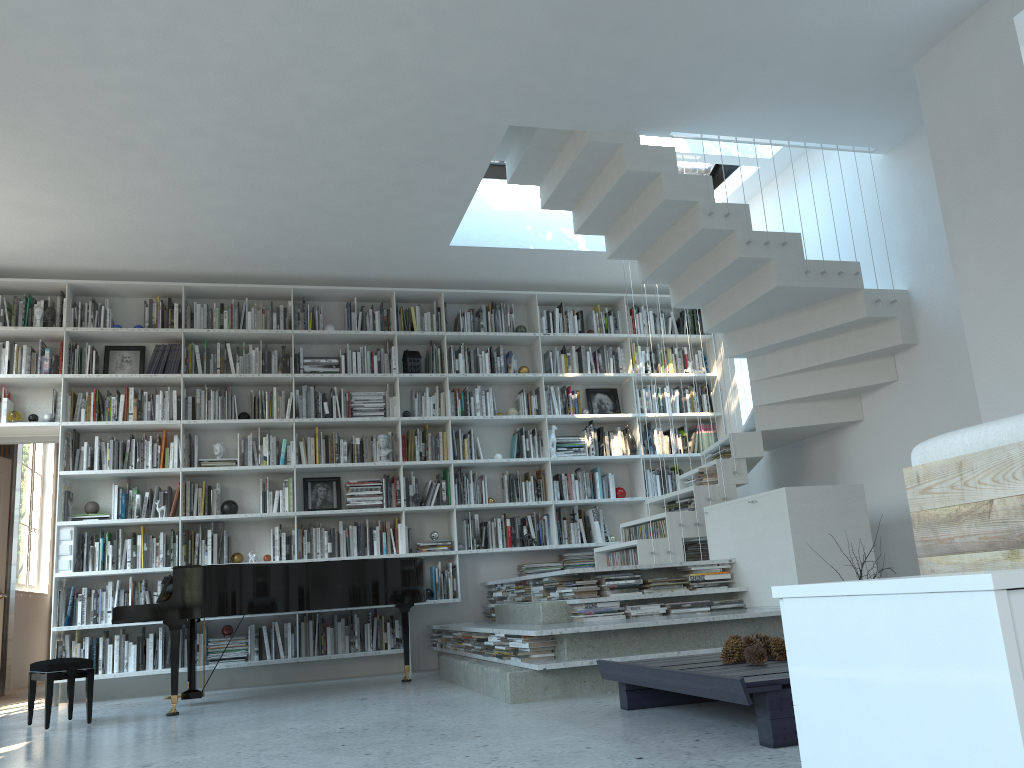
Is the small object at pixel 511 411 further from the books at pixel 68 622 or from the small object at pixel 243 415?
the books at pixel 68 622

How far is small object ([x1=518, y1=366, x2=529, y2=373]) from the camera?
7.71m

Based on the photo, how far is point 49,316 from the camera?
6.8 meters

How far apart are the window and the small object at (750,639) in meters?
8.0

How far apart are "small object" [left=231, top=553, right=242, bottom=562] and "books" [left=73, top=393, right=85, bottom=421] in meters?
1.6

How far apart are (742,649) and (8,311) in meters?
6.0 m

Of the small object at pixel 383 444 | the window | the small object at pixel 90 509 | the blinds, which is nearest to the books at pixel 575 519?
the small object at pixel 383 444

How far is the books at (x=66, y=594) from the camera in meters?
6.4

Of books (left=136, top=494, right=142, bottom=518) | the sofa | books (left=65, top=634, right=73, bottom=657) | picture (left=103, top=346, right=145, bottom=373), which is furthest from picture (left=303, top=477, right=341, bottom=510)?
the sofa

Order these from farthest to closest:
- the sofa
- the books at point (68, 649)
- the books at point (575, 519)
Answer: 1. the books at point (575, 519)
2. the books at point (68, 649)
3. the sofa
